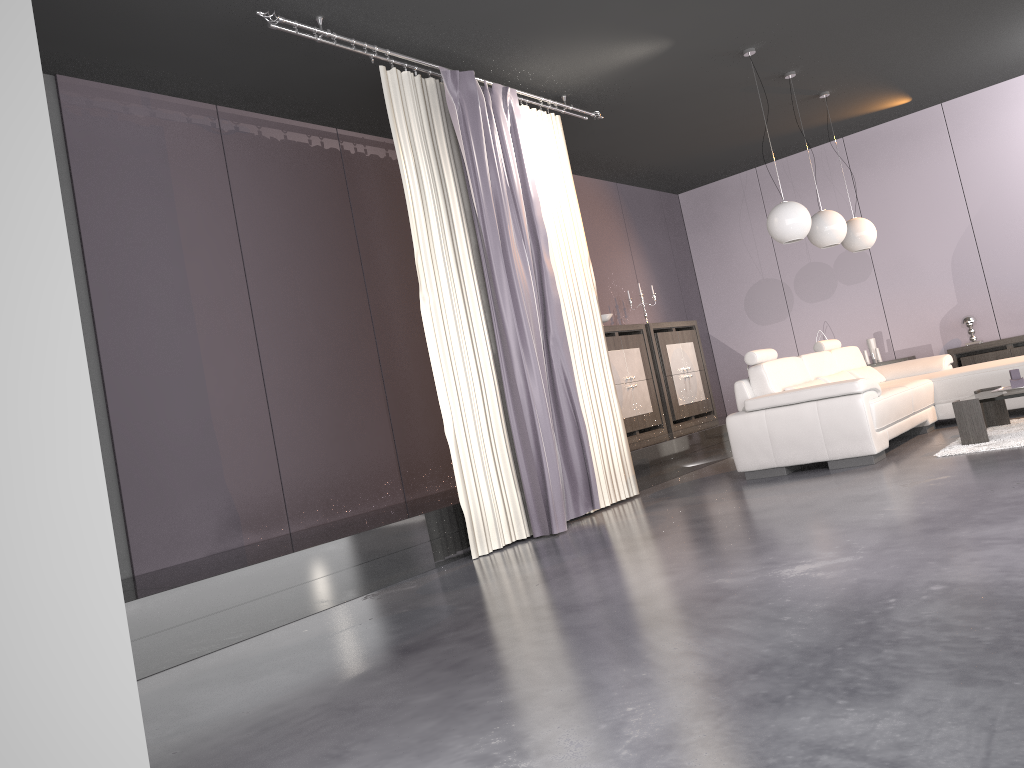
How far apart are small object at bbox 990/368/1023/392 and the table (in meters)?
0.06

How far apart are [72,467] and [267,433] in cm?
350

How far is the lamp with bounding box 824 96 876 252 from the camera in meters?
7.5

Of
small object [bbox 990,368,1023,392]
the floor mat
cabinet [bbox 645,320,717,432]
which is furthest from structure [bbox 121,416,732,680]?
small object [bbox 990,368,1023,392]

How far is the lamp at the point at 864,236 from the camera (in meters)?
7.54

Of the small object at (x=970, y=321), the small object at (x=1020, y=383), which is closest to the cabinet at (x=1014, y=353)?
the small object at (x=970, y=321)

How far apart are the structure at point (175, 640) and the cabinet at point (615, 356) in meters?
0.3

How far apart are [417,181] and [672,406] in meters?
4.4 m

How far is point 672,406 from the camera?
8.6m

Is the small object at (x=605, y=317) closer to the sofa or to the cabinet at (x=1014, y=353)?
the sofa
